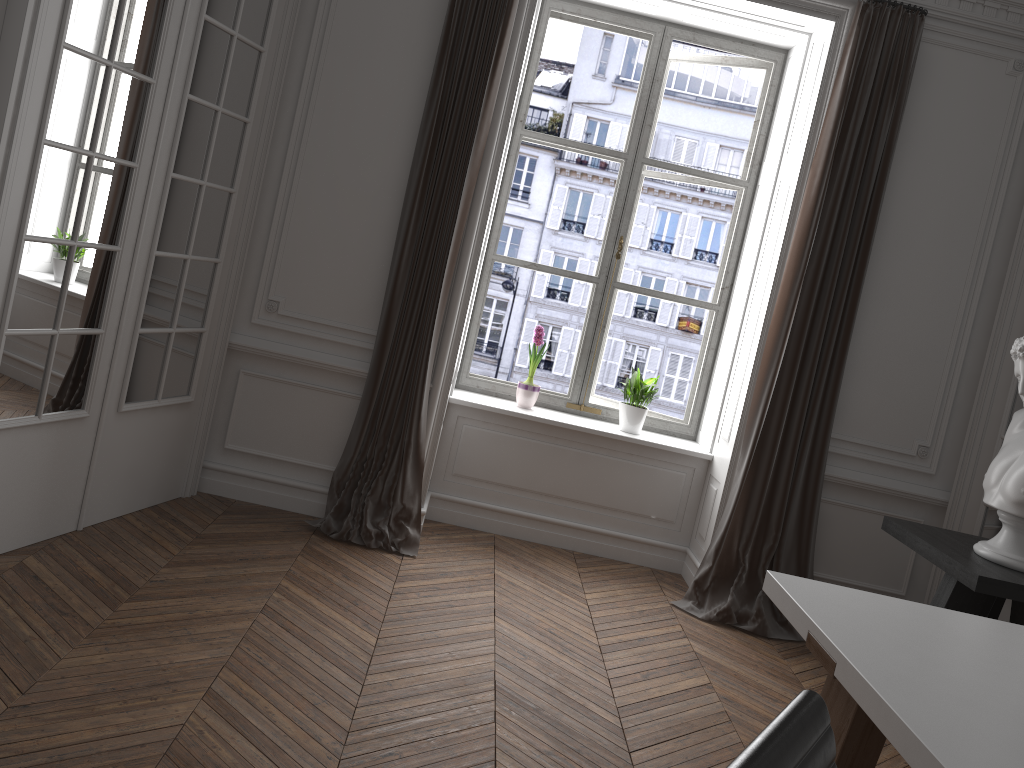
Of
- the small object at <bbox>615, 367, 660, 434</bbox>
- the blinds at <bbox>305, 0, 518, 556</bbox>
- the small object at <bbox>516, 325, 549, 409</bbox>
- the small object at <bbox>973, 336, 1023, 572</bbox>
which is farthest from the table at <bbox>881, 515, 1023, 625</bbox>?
the blinds at <bbox>305, 0, 518, 556</bbox>

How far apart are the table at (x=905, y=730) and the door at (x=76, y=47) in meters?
2.6 m

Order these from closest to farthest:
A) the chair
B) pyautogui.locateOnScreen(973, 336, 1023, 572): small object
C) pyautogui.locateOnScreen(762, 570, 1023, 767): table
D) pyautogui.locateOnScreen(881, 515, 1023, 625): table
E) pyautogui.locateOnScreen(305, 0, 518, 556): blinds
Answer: the chair → pyautogui.locateOnScreen(762, 570, 1023, 767): table → pyautogui.locateOnScreen(881, 515, 1023, 625): table → pyautogui.locateOnScreen(973, 336, 1023, 572): small object → pyautogui.locateOnScreen(305, 0, 518, 556): blinds

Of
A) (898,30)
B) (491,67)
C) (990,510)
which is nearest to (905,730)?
(990,510)

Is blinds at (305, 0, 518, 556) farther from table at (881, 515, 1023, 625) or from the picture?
table at (881, 515, 1023, 625)

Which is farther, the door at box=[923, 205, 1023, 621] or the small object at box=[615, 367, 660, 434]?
the small object at box=[615, 367, 660, 434]

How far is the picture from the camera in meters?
5.0 m

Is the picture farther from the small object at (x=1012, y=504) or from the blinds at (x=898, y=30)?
the small object at (x=1012, y=504)

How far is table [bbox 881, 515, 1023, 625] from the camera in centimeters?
316cm

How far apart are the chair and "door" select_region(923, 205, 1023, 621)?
3.4m
